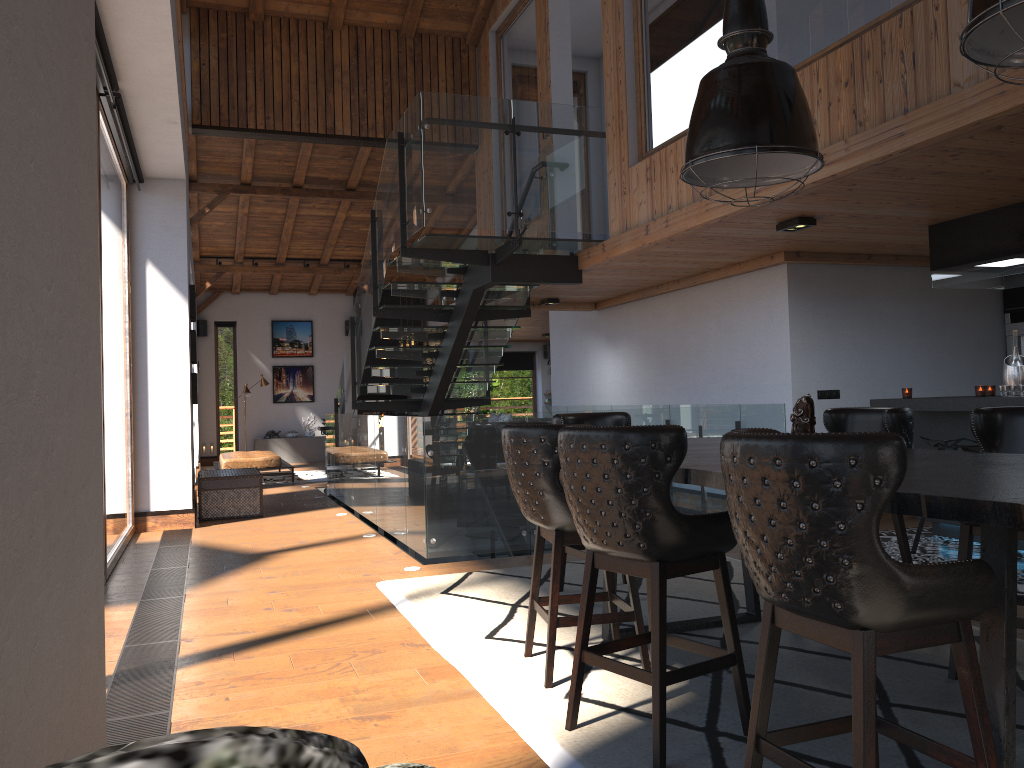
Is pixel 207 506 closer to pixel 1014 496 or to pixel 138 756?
pixel 1014 496

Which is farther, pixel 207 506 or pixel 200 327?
pixel 200 327

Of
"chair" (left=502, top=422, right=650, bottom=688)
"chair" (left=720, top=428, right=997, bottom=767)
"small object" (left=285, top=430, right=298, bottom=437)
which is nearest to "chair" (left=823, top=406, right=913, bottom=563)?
"chair" (left=502, top=422, right=650, bottom=688)

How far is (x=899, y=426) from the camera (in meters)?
4.20

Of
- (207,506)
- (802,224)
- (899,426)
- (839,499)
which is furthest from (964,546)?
(207,506)

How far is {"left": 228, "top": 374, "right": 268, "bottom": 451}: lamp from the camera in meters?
17.5 m

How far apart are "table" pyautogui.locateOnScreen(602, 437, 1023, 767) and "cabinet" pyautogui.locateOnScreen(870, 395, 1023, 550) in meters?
2.3 m

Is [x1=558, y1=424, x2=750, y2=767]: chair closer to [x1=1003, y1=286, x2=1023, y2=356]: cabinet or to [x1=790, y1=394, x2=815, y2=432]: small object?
[x1=790, y1=394, x2=815, y2=432]: small object

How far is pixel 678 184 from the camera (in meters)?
6.17

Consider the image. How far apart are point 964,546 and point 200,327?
17.53m
